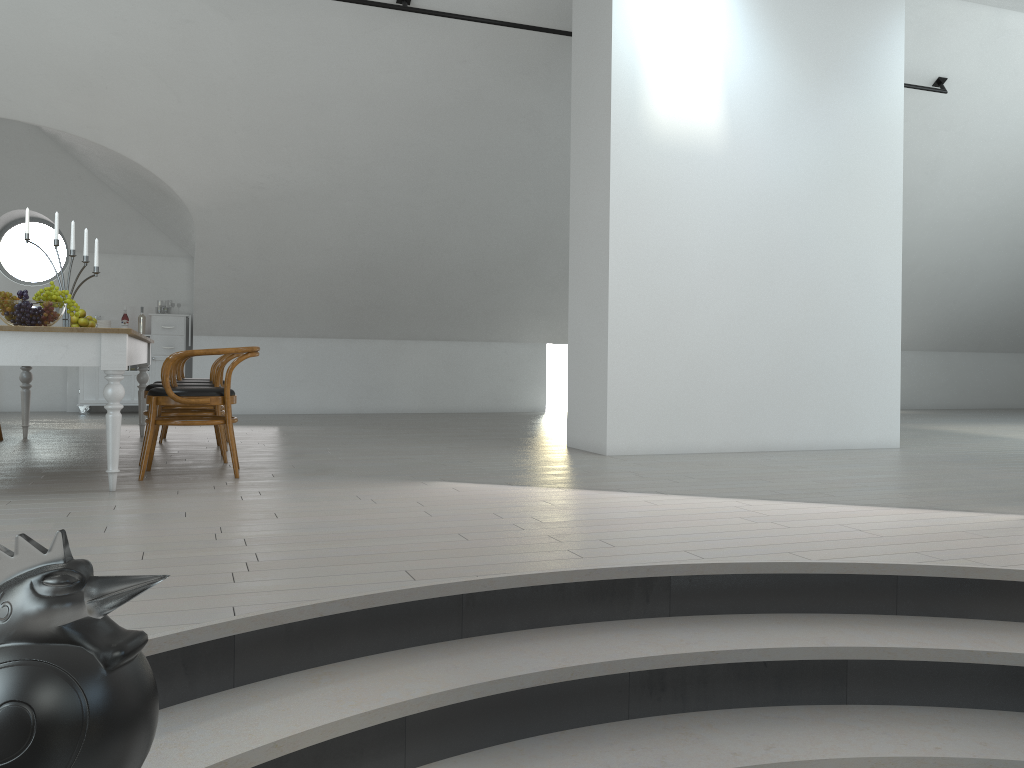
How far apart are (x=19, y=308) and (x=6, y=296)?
0.1m

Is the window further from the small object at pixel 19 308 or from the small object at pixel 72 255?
the small object at pixel 19 308

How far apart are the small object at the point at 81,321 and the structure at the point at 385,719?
5.0 meters

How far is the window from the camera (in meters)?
41.00

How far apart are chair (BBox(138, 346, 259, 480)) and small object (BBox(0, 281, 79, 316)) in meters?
0.6 m

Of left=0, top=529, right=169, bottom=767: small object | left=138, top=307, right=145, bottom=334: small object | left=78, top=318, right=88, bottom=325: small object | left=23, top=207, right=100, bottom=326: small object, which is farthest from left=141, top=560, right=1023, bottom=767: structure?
left=138, top=307, right=145, bottom=334: small object

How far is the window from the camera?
41.00m

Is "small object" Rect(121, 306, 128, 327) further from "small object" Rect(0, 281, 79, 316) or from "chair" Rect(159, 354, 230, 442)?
"small object" Rect(0, 281, 79, 316)

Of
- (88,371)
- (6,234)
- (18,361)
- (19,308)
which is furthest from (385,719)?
(6,234)

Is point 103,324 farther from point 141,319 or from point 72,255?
point 72,255
